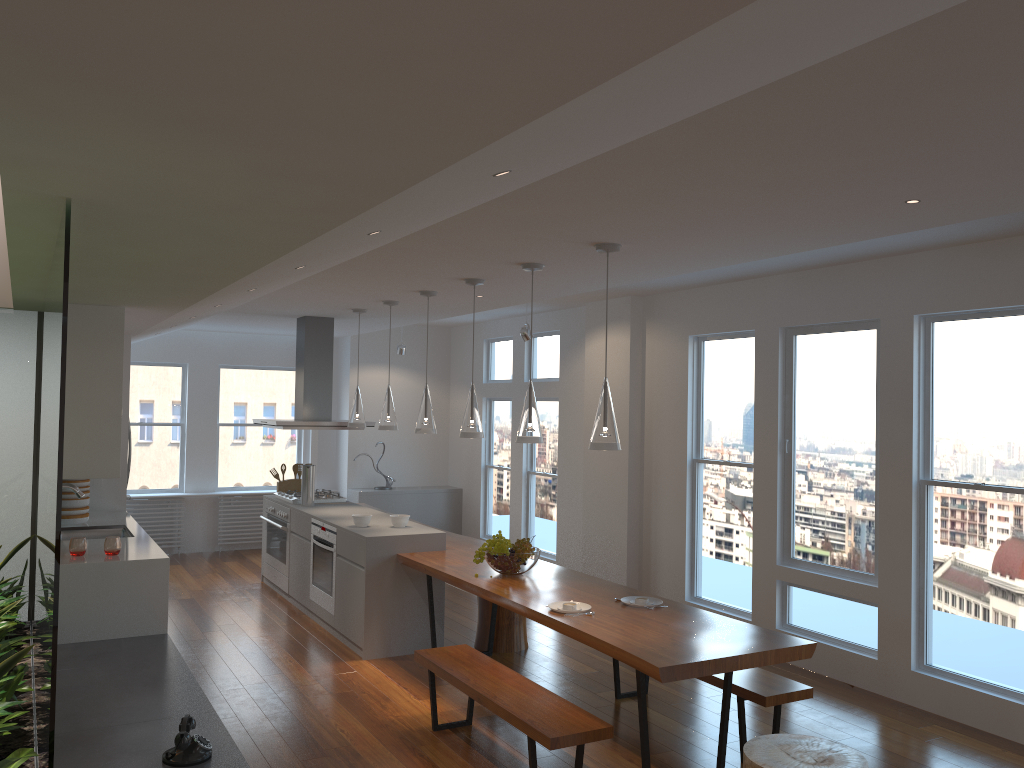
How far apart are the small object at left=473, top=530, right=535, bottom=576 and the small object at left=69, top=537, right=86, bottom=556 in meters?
2.3 m

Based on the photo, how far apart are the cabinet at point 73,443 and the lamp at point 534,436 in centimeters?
222cm

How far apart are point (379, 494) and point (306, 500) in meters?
2.5

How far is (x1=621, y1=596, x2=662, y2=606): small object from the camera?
4.7m

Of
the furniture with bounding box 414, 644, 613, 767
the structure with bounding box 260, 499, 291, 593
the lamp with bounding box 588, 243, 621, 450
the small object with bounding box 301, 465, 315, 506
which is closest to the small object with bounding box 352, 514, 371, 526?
the small object with bounding box 301, 465, 315, 506

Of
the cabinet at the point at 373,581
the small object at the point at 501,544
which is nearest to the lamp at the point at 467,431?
the small object at the point at 501,544

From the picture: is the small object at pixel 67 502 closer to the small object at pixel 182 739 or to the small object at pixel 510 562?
the small object at pixel 510 562

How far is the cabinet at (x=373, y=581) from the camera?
6.0m

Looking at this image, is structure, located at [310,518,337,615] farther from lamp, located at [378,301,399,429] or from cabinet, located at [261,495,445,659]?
lamp, located at [378,301,399,429]

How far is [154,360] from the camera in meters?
9.9
